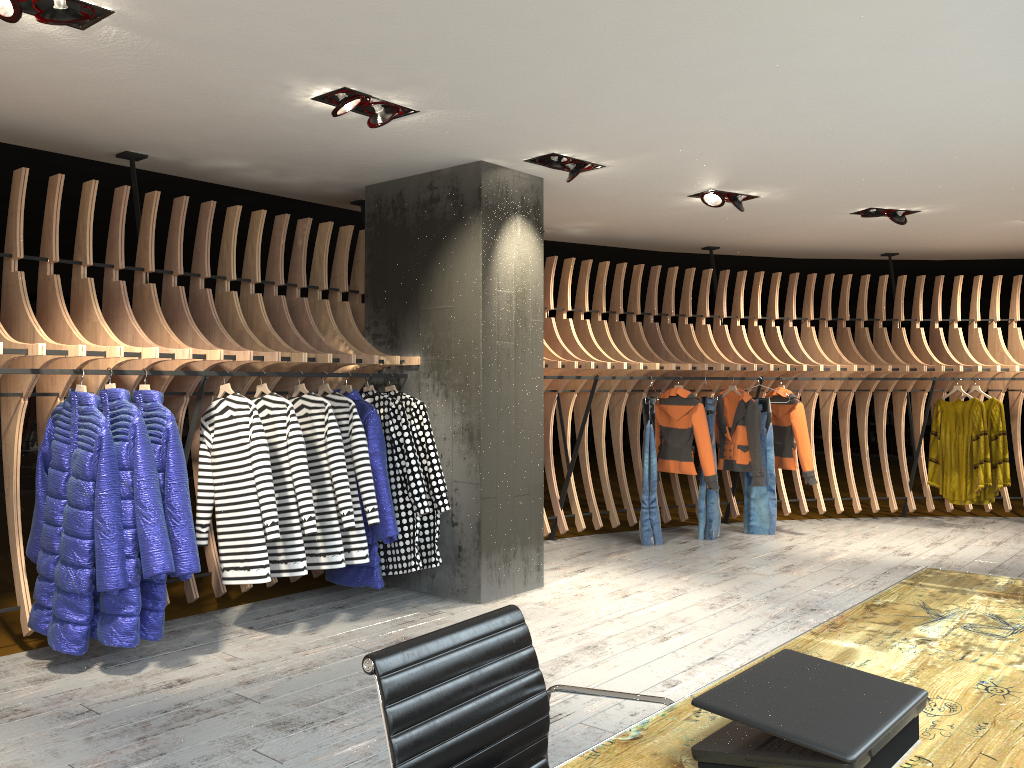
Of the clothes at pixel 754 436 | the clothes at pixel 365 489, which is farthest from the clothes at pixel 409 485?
the clothes at pixel 754 436

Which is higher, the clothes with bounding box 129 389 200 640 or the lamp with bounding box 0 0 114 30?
the lamp with bounding box 0 0 114 30

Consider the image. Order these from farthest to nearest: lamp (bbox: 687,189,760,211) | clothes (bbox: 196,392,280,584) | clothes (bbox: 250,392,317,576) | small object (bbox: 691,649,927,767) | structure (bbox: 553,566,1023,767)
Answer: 1. lamp (bbox: 687,189,760,211)
2. clothes (bbox: 250,392,317,576)
3. clothes (bbox: 196,392,280,584)
4. structure (bbox: 553,566,1023,767)
5. small object (bbox: 691,649,927,767)

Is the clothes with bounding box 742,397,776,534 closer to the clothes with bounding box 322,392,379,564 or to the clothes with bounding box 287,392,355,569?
the clothes with bounding box 322,392,379,564

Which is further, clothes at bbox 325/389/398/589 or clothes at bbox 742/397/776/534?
clothes at bbox 742/397/776/534

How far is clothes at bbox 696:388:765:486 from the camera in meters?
7.8

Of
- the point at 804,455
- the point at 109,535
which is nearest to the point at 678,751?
the point at 109,535

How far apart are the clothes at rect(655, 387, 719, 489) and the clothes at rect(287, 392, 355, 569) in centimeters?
359cm

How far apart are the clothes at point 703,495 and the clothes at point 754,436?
0.20m

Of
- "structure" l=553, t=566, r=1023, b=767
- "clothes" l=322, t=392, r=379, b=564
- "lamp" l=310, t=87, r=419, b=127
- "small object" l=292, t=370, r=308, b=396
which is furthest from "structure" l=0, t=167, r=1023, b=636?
"structure" l=553, t=566, r=1023, b=767
